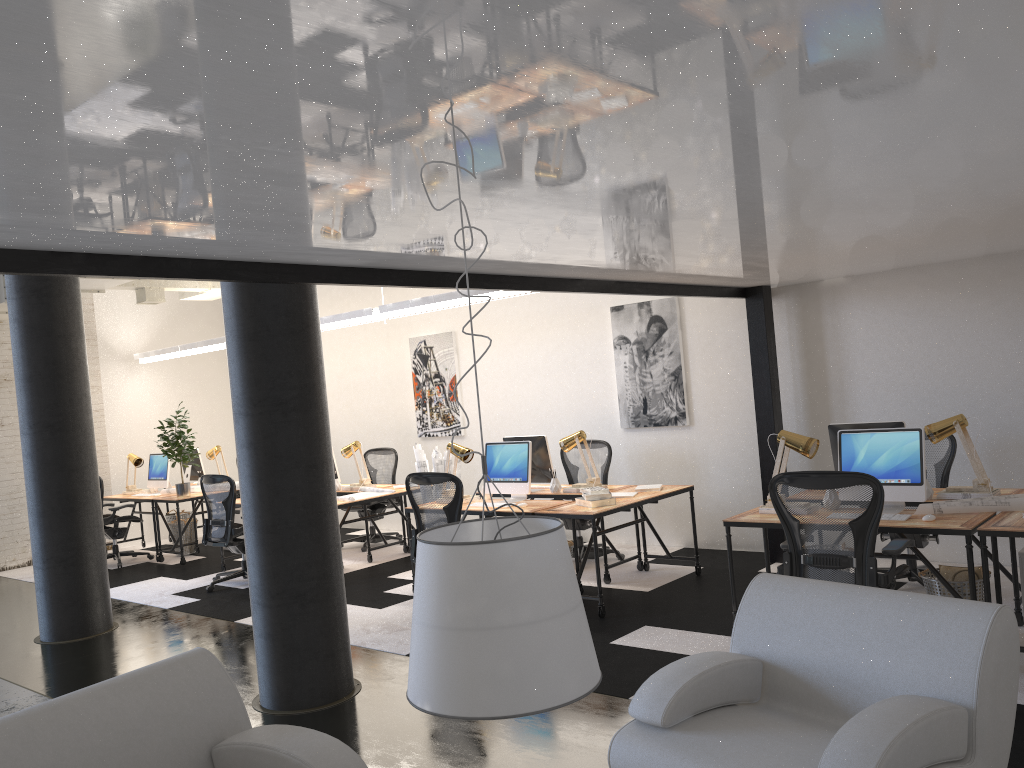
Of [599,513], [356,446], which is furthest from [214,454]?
[599,513]

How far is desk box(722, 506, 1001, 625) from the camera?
4.50m

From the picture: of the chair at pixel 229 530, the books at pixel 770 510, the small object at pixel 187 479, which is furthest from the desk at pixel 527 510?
the small object at pixel 187 479

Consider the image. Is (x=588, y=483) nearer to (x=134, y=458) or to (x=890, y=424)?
(x=890, y=424)

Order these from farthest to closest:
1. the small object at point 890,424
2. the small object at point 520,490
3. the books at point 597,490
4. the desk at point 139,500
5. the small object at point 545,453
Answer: the desk at point 139,500, the small object at point 545,453, the small object at point 520,490, the books at point 597,490, the small object at point 890,424

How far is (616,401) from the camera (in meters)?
8.68

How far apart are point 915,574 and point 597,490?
2.2m

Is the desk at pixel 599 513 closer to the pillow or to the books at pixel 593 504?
the books at pixel 593 504

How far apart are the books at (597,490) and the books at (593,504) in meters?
0.1

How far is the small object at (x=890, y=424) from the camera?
5.57m
